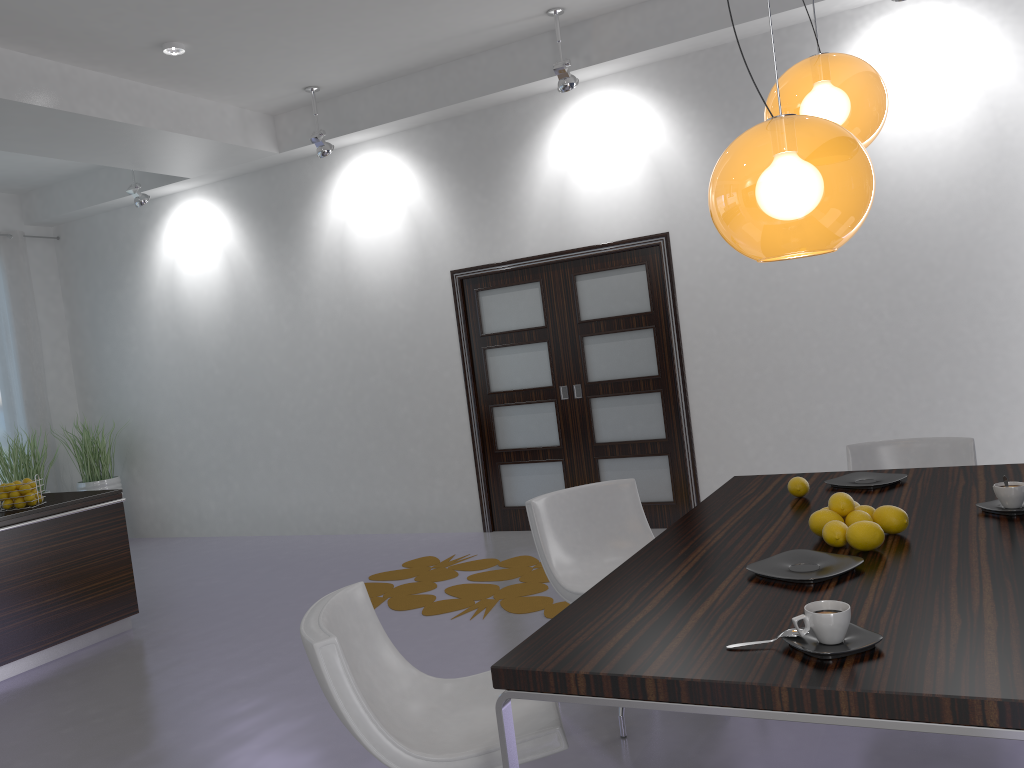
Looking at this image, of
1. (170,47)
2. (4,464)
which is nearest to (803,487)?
(170,47)

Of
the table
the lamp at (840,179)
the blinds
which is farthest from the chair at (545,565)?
the blinds

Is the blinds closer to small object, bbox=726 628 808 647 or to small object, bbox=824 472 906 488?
small object, bbox=824 472 906 488

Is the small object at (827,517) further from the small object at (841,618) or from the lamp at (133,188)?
the lamp at (133,188)

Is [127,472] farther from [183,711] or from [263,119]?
[183,711]

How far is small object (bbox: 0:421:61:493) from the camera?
7.68m

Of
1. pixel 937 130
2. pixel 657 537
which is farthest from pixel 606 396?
pixel 657 537

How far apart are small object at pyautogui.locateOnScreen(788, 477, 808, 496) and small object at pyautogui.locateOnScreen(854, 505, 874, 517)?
0.5m

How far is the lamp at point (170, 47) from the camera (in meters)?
5.37

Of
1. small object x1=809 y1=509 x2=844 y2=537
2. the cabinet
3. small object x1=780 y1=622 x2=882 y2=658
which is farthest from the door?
small object x1=780 y1=622 x2=882 y2=658
